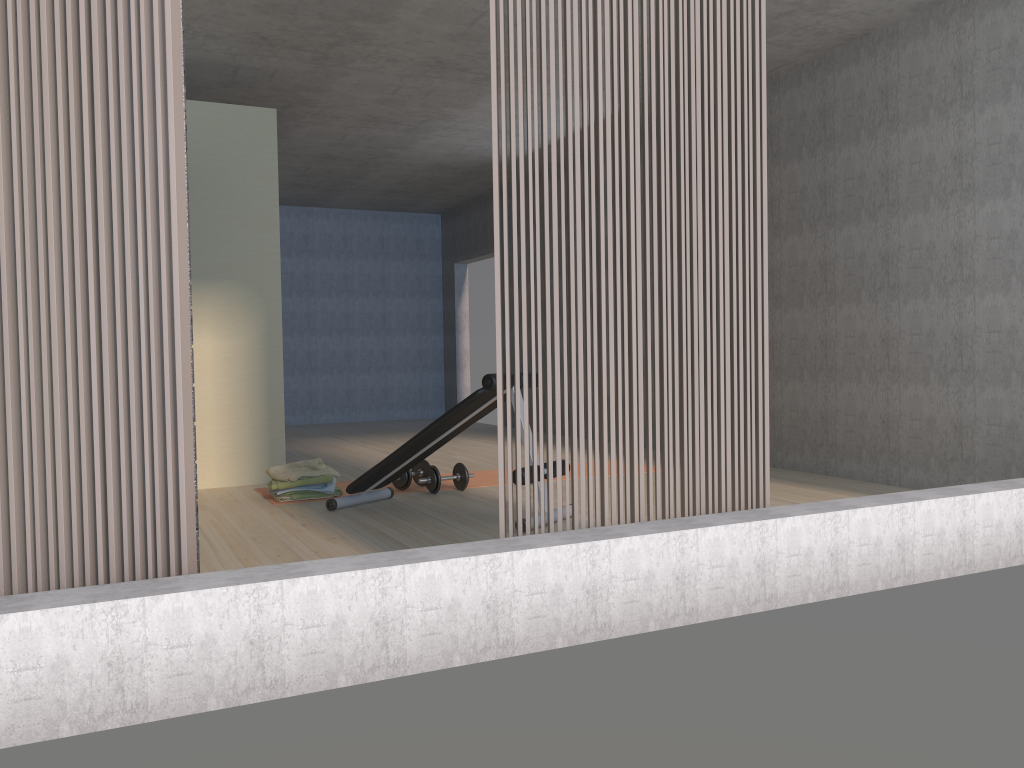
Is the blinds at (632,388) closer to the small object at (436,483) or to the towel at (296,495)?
the small object at (436,483)

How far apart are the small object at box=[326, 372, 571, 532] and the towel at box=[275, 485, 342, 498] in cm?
35

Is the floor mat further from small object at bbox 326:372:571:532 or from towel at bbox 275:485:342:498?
small object at bbox 326:372:571:532

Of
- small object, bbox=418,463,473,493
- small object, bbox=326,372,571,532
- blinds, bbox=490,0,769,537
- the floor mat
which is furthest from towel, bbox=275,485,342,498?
blinds, bbox=490,0,769,537

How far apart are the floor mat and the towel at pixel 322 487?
0.33m

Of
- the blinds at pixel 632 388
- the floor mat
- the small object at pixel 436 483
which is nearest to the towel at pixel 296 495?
the floor mat

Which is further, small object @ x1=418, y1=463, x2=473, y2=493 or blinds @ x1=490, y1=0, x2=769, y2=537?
small object @ x1=418, y1=463, x2=473, y2=493

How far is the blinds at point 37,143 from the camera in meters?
2.2

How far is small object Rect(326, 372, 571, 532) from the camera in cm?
444

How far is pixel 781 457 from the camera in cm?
625
